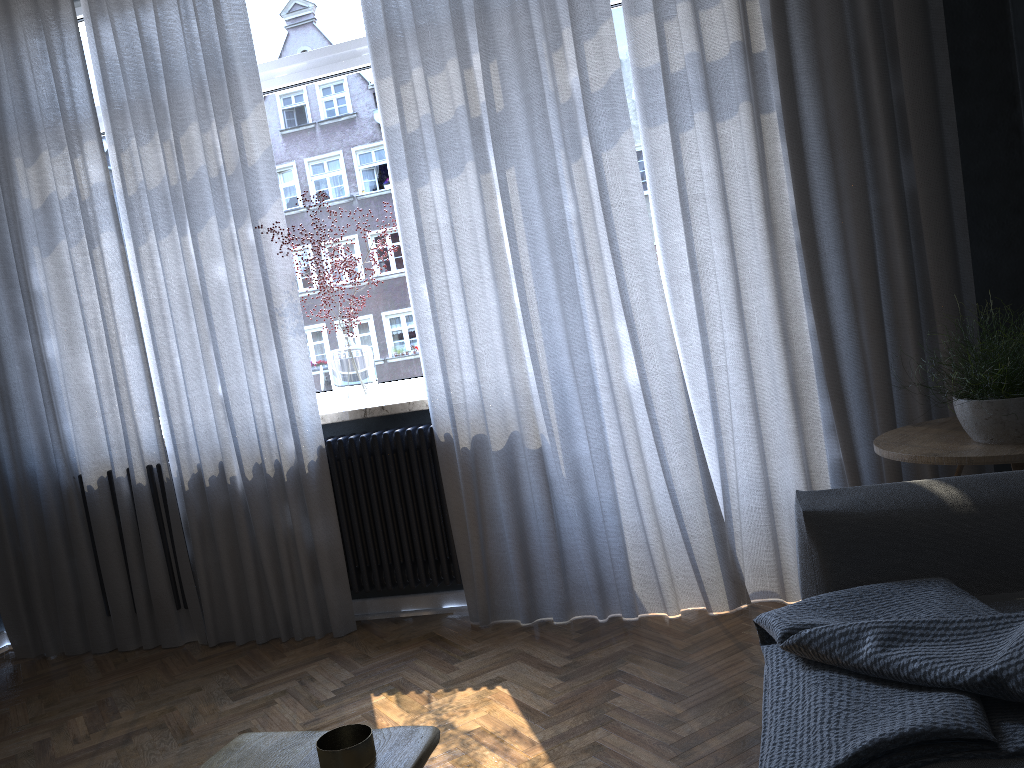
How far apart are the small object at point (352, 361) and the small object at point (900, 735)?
2.0 meters

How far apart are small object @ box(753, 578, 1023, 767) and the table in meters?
0.5

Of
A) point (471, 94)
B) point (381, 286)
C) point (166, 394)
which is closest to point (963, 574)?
point (471, 94)

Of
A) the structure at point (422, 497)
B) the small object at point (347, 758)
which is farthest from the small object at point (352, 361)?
the small object at point (347, 758)

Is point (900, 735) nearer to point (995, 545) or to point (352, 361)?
point (995, 545)

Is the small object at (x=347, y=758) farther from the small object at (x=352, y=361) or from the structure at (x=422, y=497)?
the small object at (x=352, y=361)

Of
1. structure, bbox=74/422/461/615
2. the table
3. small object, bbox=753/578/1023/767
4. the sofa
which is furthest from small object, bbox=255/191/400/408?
the table

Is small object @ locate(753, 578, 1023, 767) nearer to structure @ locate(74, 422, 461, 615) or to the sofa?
the sofa

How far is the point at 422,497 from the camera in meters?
3.3

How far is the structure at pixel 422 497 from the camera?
3.3m
